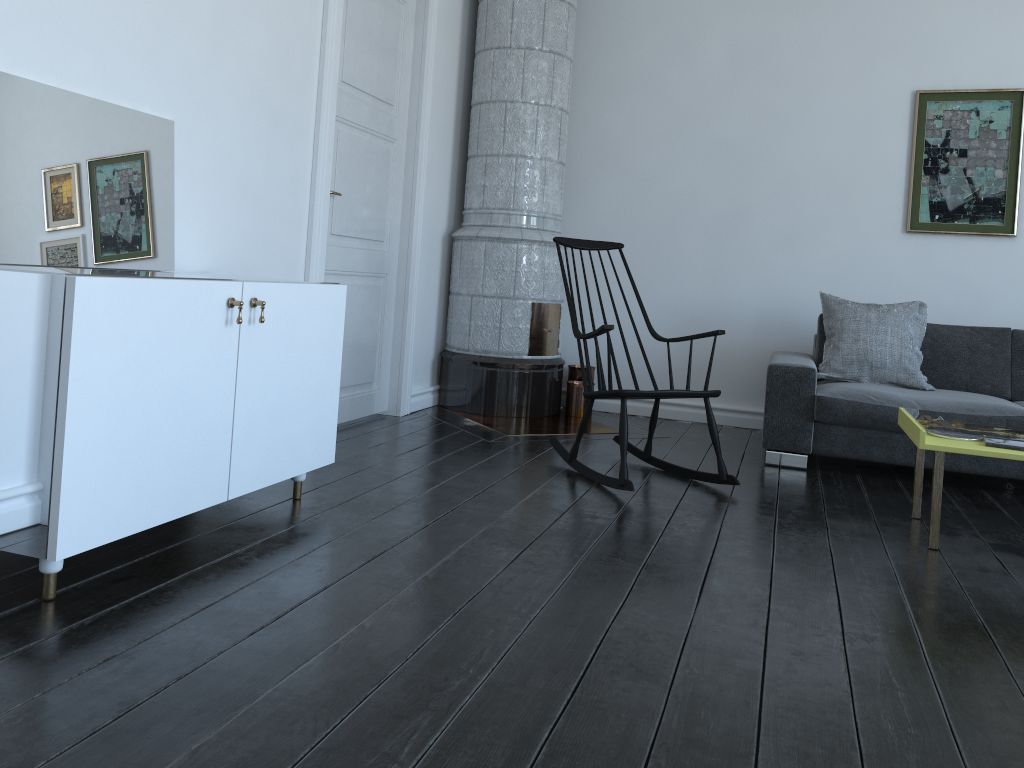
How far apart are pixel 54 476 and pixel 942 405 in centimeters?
362cm

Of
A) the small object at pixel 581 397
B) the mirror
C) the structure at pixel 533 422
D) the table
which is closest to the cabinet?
the mirror

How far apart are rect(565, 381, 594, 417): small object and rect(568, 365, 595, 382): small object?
0.17m

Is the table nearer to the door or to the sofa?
the sofa

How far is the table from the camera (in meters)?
2.87

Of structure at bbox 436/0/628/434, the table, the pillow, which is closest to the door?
structure at bbox 436/0/628/434

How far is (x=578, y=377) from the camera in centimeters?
543cm

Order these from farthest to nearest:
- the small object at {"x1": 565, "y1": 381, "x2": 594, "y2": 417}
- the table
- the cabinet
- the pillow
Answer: the small object at {"x1": 565, "y1": 381, "x2": 594, "y2": 417}
the pillow
the table
the cabinet

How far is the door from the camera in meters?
3.8

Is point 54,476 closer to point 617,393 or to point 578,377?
point 617,393
